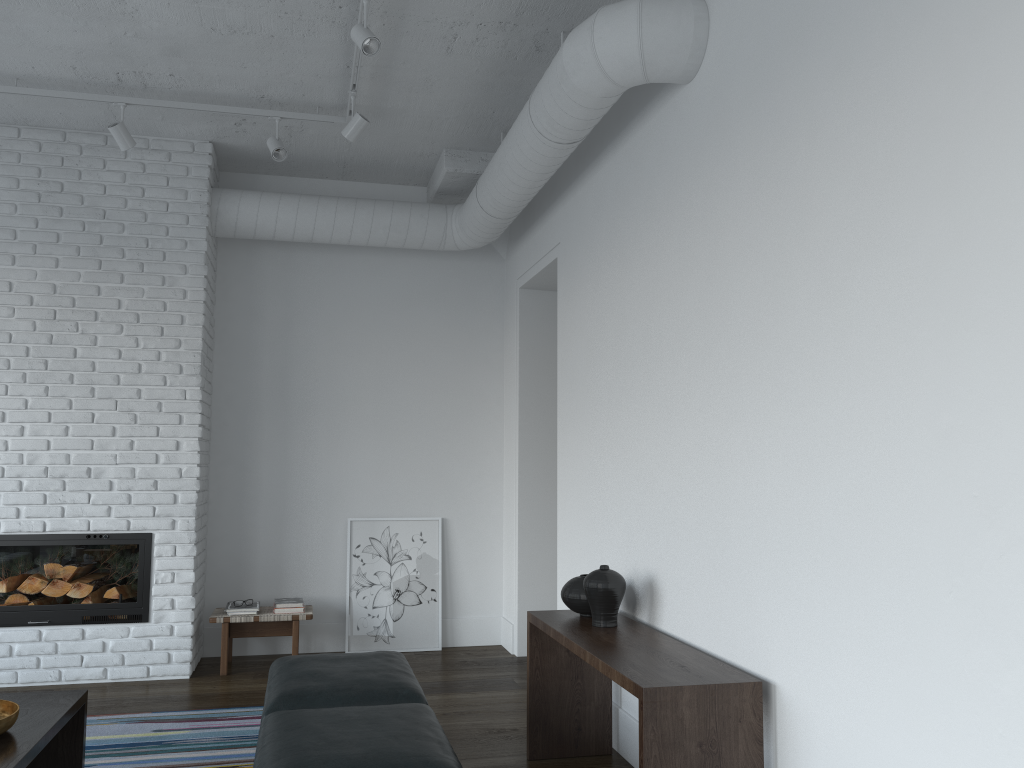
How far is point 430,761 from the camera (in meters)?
2.37

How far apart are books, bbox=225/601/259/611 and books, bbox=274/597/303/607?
0.1 meters

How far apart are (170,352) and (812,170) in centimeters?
403cm

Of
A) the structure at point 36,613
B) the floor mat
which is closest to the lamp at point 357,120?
the structure at point 36,613

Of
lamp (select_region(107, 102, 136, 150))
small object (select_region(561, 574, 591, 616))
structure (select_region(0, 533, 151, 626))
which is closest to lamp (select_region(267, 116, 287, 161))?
lamp (select_region(107, 102, 136, 150))

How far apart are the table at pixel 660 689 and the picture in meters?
2.3 m

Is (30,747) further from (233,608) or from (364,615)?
(364,615)

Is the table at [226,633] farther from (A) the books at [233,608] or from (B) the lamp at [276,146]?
(B) the lamp at [276,146]

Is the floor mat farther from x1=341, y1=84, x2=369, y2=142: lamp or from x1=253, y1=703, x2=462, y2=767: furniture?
x1=341, y1=84, x2=369, y2=142: lamp

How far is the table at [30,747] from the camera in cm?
265
